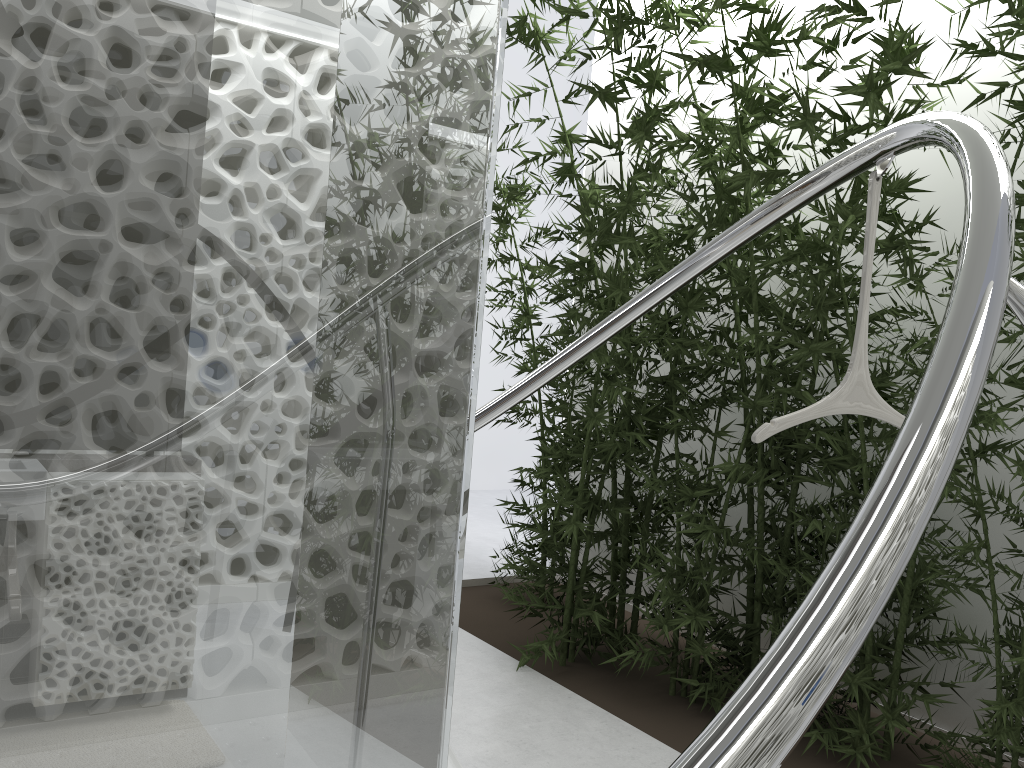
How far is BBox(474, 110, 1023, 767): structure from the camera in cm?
69

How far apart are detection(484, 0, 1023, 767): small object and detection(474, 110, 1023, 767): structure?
0.0 meters

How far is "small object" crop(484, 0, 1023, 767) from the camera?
3.06m

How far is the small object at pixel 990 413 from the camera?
3.1m

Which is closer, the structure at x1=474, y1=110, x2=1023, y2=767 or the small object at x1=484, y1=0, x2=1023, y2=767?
the structure at x1=474, y1=110, x2=1023, y2=767

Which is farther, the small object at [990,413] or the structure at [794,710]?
the small object at [990,413]

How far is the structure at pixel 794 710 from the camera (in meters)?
0.69

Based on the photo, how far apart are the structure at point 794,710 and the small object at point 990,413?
0.0m

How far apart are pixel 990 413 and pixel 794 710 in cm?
278
